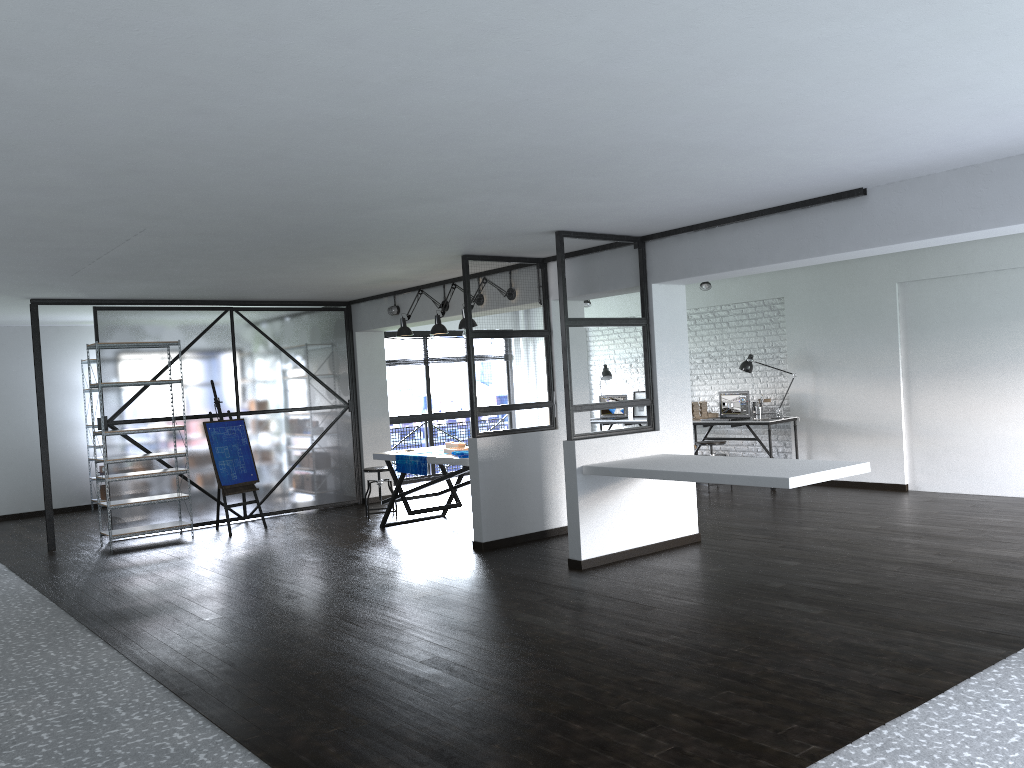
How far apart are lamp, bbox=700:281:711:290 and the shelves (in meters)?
5.53

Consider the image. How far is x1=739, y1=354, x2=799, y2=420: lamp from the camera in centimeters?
965cm

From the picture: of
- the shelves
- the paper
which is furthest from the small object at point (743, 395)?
the shelves

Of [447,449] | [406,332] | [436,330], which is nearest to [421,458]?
[447,449]

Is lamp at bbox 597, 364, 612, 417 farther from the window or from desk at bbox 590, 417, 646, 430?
the window

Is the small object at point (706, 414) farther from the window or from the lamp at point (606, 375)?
the window

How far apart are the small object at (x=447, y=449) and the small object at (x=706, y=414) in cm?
342

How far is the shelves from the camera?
7.92m

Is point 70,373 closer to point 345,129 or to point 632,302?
point 632,302

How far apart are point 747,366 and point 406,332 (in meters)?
3.83
